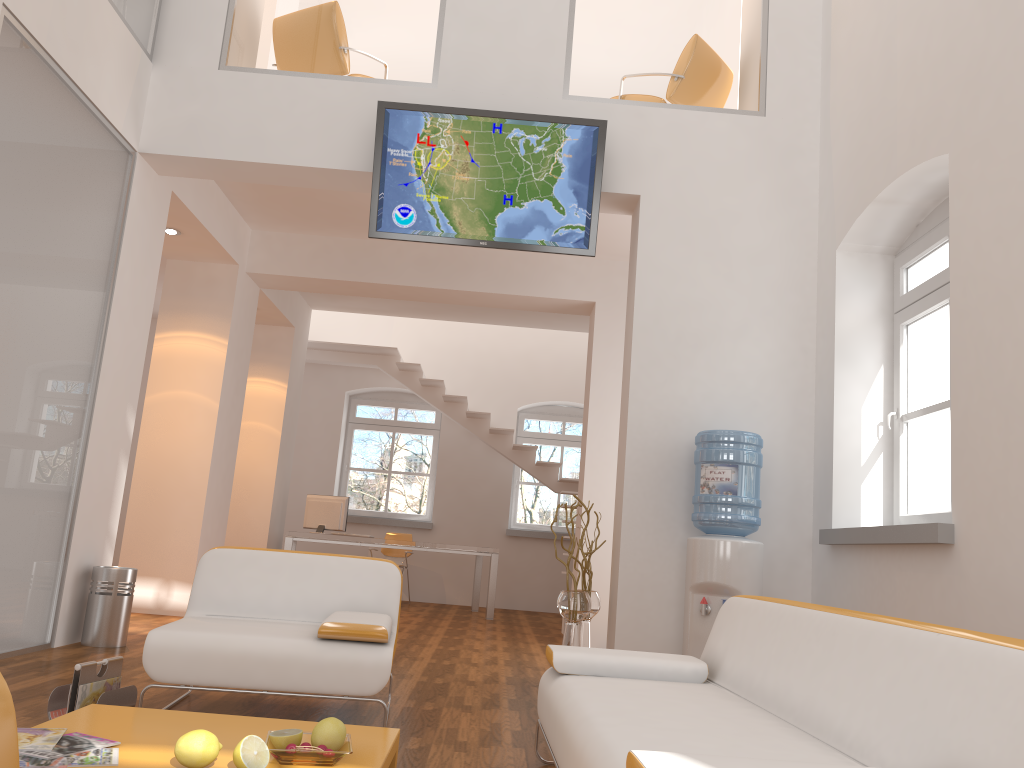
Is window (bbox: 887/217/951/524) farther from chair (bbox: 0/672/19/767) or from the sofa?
chair (bbox: 0/672/19/767)

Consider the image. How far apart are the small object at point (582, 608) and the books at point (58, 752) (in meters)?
3.06

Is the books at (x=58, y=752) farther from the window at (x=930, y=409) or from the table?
the window at (x=930, y=409)

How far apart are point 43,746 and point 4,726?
1.8m

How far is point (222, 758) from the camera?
2.3m

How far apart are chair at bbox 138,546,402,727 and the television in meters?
2.2

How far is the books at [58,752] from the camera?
2.22m

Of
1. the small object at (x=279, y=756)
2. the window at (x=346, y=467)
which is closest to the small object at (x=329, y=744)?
the small object at (x=279, y=756)

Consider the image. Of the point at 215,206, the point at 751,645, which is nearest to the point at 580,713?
the point at 751,645

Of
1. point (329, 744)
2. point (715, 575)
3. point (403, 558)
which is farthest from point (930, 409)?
point (403, 558)
